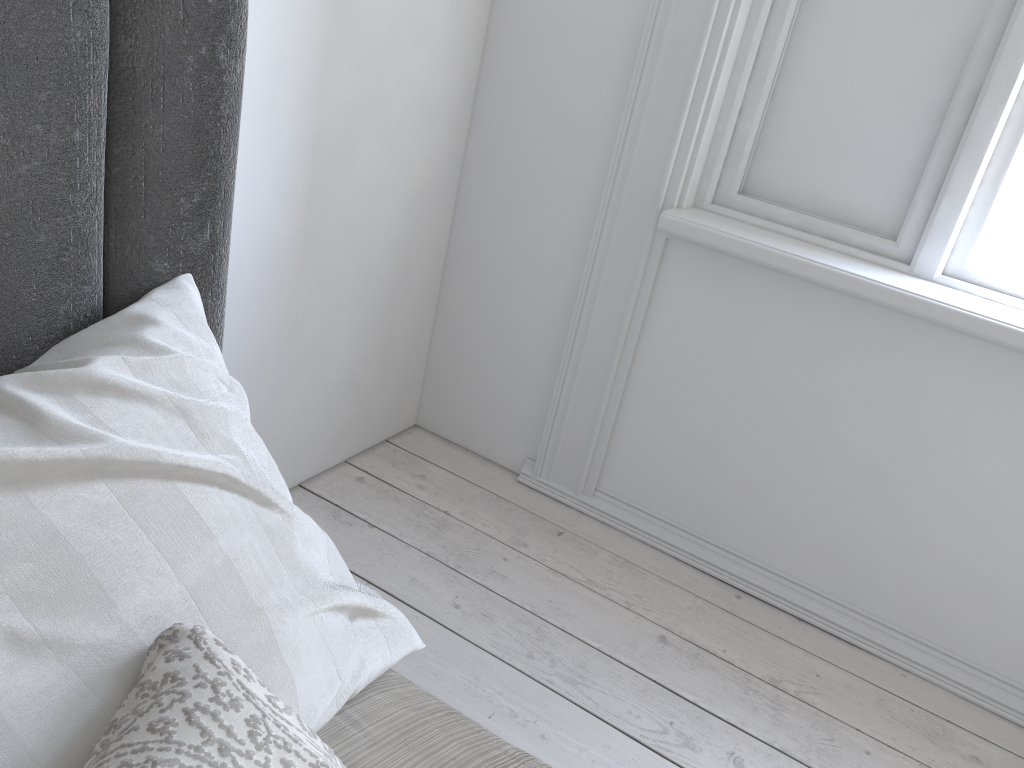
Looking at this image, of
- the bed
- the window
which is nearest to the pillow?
the bed

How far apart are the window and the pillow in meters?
1.6

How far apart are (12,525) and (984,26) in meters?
1.9 m

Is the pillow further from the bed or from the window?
the window

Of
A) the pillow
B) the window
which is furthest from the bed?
the window

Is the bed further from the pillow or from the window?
the window

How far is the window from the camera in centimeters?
172cm

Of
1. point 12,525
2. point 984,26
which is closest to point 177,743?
point 12,525

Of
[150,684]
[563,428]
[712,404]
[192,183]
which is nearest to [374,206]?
[563,428]

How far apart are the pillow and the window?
1.6 meters
